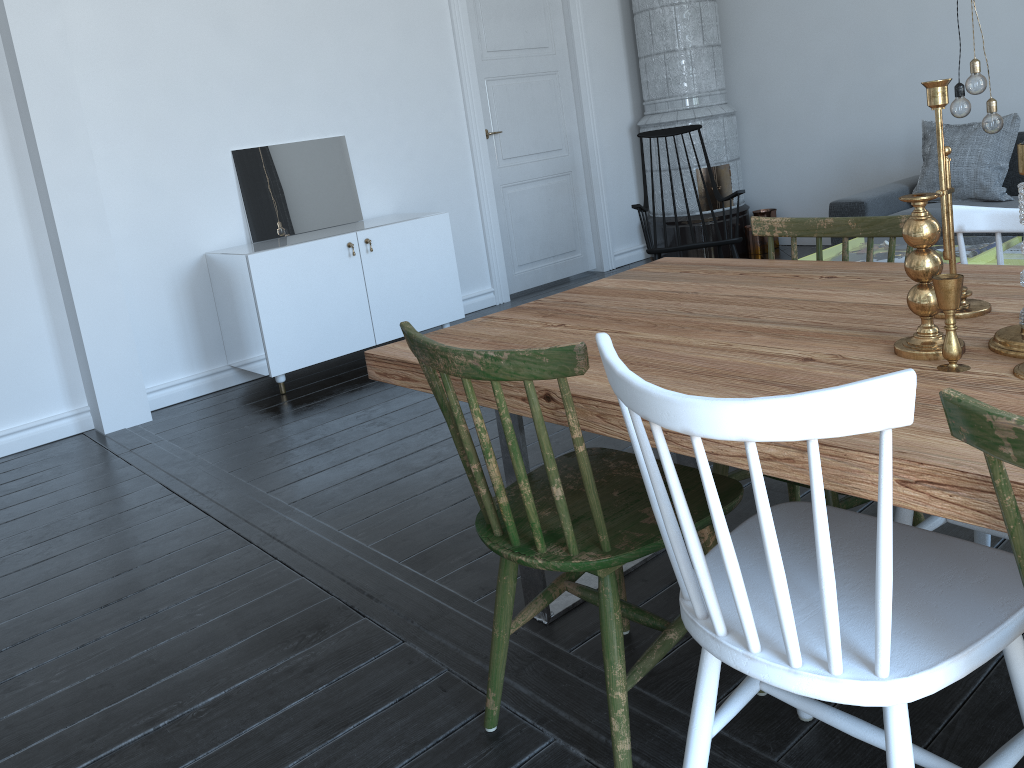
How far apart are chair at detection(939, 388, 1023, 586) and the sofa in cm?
411

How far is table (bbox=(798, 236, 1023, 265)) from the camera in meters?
9.5 m

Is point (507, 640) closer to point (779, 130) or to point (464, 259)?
point (464, 259)

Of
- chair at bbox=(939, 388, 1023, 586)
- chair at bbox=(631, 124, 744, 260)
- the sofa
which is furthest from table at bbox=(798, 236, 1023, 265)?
chair at bbox=(939, 388, 1023, 586)

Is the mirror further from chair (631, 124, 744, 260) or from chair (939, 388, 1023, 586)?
chair (939, 388, 1023, 586)

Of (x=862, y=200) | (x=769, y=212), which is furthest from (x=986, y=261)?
(x=862, y=200)

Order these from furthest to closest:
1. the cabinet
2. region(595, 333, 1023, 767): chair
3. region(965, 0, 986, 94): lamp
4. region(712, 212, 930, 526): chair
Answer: the cabinet, region(965, 0, 986, 94): lamp, region(712, 212, 930, 526): chair, region(595, 333, 1023, 767): chair

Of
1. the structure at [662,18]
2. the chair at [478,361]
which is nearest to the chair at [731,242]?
the structure at [662,18]

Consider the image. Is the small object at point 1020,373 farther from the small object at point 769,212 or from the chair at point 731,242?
the small object at point 769,212

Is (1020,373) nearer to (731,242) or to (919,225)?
(919,225)
